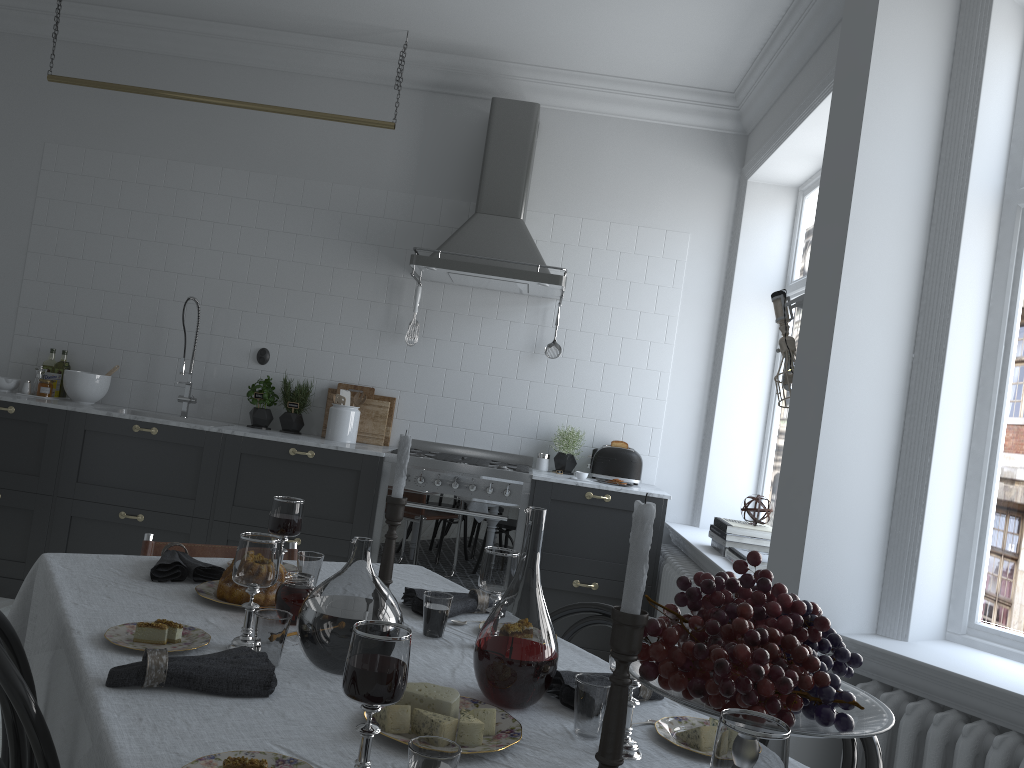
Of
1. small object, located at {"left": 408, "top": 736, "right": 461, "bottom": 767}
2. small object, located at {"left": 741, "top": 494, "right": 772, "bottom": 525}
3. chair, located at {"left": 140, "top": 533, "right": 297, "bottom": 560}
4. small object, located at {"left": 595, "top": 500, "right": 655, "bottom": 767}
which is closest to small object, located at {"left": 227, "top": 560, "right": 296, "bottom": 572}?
chair, located at {"left": 140, "top": 533, "right": 297, "bottom": 560}

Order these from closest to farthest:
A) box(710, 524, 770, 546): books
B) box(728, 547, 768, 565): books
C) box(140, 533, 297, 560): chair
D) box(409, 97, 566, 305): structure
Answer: box(140, 533, 297, 560): chair, box(728, 547, 768, 565): books, box(710, 524, 770, 546): books, box(409, 97, 566, 305): structure

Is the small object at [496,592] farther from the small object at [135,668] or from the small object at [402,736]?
the small object at [135,668]

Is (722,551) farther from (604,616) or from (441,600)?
(441,600)

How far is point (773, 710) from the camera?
1.09m

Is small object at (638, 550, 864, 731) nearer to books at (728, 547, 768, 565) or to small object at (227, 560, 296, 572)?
small object at (227, 560, 296, 572)

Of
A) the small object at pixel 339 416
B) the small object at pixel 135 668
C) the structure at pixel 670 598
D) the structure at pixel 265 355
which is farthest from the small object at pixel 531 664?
the structure at pixel 265 355

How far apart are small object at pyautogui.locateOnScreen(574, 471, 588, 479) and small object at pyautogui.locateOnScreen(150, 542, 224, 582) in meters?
2.7

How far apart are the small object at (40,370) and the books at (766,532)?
3.85m

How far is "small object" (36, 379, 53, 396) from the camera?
5.03m
